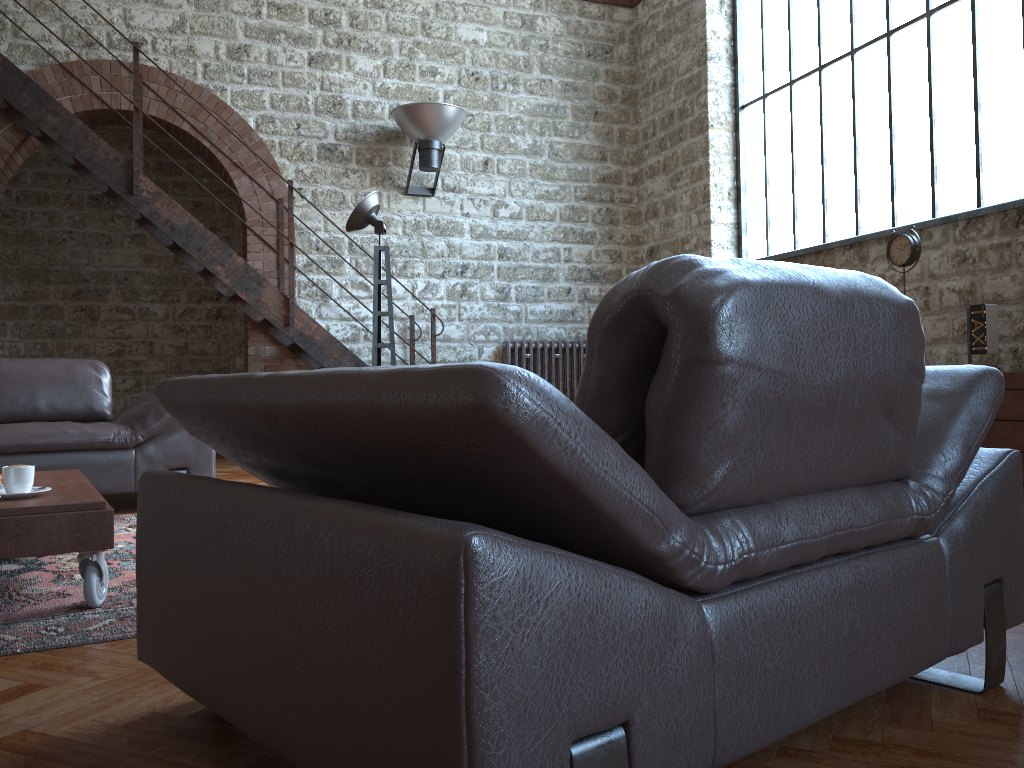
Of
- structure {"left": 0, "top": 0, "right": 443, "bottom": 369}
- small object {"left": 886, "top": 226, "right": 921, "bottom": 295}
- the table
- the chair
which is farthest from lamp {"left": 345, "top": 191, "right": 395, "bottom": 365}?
the chair

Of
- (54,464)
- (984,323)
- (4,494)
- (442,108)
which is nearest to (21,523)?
(4,494)

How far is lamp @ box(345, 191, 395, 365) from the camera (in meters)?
5.19

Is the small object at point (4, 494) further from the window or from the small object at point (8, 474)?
the window

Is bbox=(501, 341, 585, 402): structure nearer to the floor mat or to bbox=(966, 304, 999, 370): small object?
bbox=(966, 304, 999, 370): small object

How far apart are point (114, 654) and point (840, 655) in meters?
1.5 m

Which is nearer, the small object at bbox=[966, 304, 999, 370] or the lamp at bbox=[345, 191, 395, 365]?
the small object at bbox=[966, 304, 999, 370]

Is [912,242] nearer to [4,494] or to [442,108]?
[442,108]

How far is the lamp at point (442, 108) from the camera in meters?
7.3

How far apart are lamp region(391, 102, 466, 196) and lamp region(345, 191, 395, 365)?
2.33m
